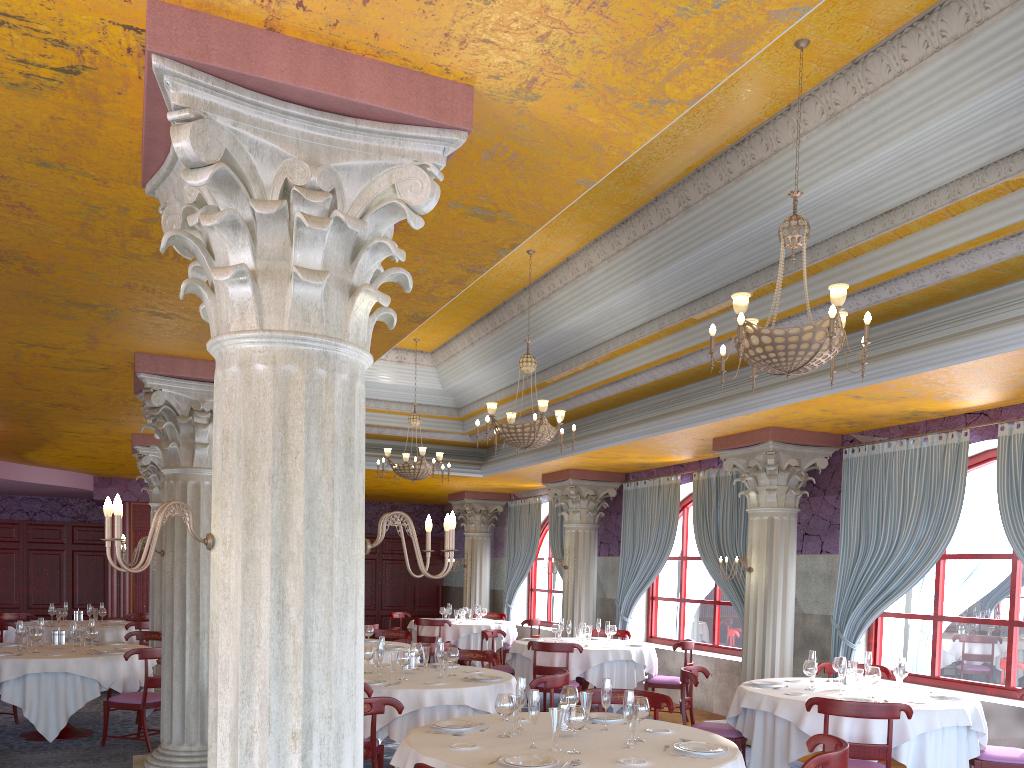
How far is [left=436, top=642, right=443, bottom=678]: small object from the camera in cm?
743

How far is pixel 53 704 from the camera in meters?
8.4

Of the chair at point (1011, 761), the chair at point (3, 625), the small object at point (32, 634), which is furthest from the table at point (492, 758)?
the chair at point (3, 625)

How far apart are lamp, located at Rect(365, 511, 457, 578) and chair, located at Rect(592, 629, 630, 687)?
9.9 meters

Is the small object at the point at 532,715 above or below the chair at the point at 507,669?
above

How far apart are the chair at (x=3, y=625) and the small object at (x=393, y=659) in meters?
7.3 m

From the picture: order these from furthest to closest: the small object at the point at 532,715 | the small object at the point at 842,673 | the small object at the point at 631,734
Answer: the small object at the point at 842,673
the small object at the point at 631,734
the small object at the point at 532,715

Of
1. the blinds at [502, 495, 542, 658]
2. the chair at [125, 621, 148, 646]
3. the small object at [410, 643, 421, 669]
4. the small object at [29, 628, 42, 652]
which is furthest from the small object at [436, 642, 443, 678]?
the blinds at [502, 495, 542, 658]

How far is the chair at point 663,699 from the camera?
6.0 meters

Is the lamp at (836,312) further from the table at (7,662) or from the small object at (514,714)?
the table at (7,662)
